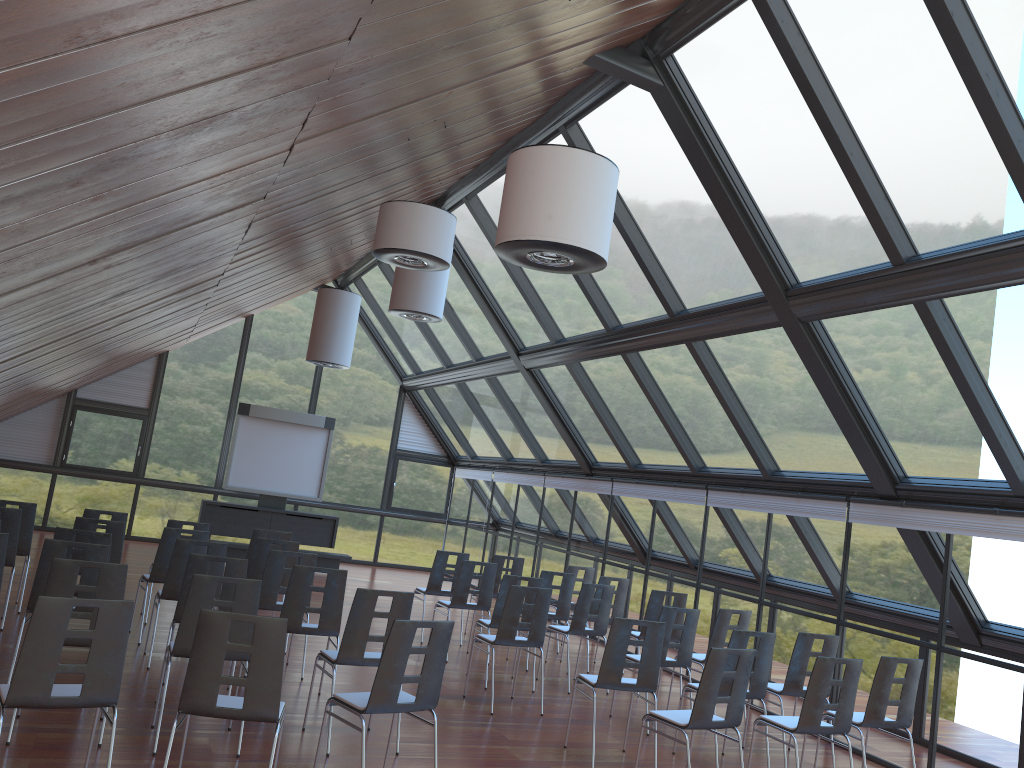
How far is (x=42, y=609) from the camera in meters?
4.5

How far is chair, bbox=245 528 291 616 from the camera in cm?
1072

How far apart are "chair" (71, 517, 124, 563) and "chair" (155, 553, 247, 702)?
2.25m

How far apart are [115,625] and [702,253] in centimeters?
664cm

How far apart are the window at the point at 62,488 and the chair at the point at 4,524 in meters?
9.6

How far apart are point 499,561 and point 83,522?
5.41m

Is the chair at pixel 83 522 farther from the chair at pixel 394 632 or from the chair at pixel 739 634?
the chair at pixel 739 634

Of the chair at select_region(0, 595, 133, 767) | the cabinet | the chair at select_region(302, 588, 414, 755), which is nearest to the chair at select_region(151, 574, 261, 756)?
the chair at select_region(302, 588, 414, 755)

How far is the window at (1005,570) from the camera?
7.7m

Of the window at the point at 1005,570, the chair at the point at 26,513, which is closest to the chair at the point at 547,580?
the window at the point at 1005,570
